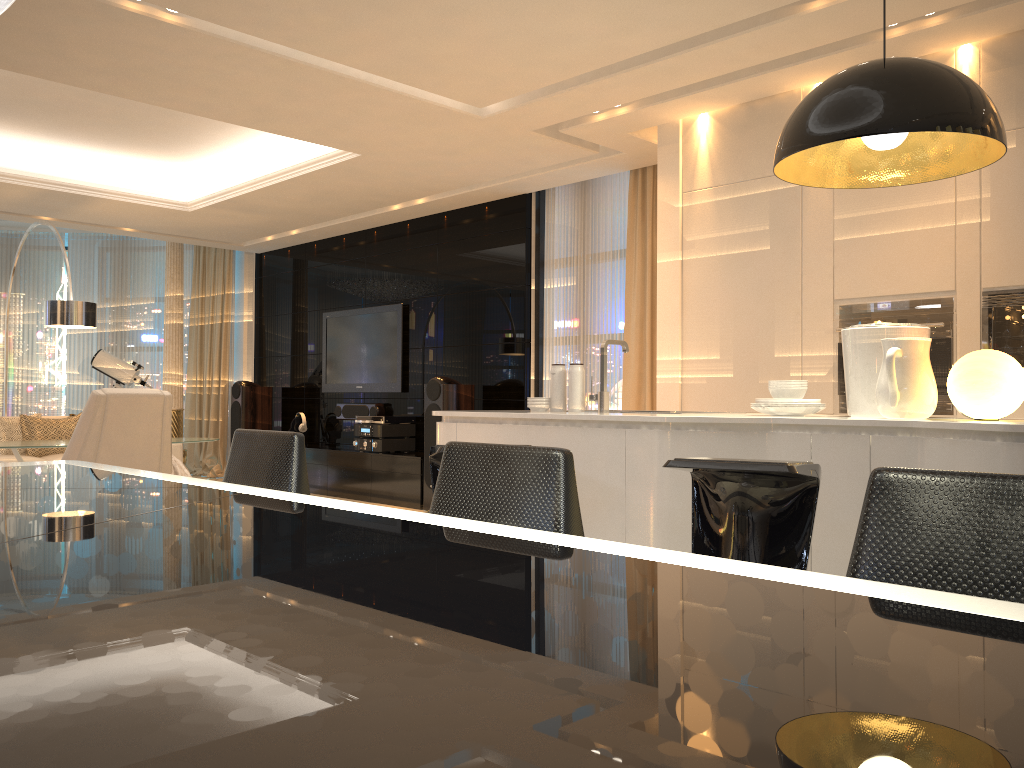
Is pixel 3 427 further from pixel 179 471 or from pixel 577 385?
pixel 577 385

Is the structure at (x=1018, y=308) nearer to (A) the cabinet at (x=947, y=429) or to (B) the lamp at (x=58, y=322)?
(A) the cabinet at (x=947, y=429)

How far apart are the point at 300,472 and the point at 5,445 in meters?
5.3

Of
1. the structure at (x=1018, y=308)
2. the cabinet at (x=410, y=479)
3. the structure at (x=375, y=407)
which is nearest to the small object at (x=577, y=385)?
the structure at (x=1018, y=308)

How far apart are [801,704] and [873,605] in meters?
0.3

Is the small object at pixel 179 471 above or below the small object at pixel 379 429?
below

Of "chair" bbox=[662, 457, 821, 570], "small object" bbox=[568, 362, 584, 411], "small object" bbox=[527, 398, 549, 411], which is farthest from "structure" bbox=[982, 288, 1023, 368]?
"chair" bbox=[662, 457, 821, 570]

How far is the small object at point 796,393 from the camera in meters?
3.2

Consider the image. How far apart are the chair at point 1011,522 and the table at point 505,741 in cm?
23

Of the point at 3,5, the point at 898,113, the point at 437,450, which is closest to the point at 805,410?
the point at 898,113
